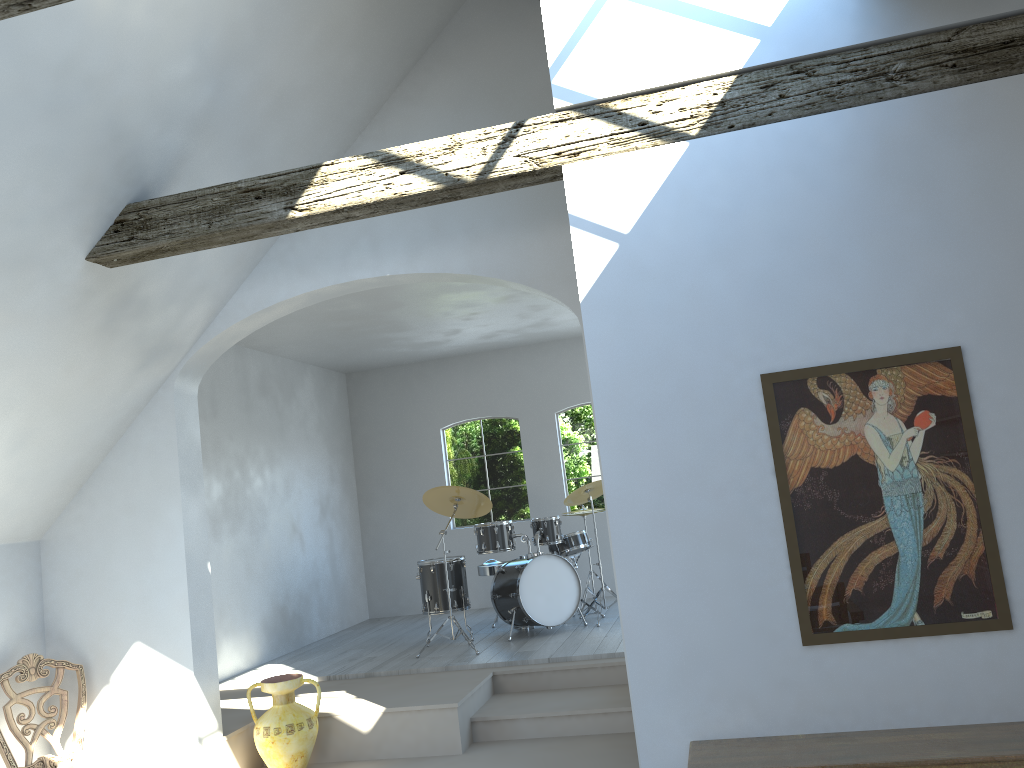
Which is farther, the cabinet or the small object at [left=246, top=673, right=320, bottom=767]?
the small object at [left=246, top=673, right=320, bottom=767]

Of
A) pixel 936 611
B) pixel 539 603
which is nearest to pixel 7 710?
pixel 539 603

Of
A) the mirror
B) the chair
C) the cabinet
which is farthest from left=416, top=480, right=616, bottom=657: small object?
the mirror

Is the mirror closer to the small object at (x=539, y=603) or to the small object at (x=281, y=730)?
the small object at (x=281, y=730)

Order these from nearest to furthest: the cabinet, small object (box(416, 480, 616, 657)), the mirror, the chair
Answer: the cabinet, the mirror, the chair, small object (box(416, 480, 616, 657))

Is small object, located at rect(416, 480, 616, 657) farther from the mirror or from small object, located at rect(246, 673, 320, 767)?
the mirror

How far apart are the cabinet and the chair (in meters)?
3.72

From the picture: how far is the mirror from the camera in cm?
327

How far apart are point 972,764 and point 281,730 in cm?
398

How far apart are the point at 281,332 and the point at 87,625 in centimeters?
328cm
